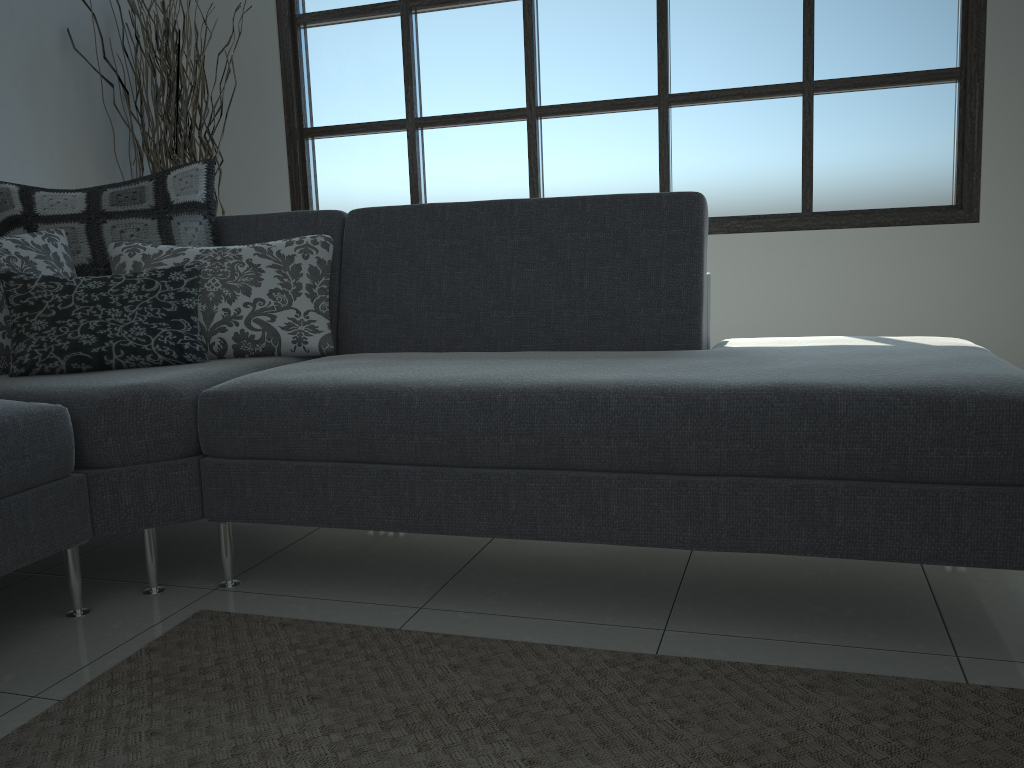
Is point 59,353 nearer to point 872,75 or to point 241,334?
point 241,334

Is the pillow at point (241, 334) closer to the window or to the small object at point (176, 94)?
the small object at point (176, 94)

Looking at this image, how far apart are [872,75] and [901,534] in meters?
2.6 m

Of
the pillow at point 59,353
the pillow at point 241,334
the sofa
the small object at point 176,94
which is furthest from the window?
the pillow at point 59,353

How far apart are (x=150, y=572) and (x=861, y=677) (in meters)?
1.47

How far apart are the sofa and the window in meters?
1.6 m

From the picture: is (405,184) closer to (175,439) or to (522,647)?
(175,439)

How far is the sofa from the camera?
1.5m

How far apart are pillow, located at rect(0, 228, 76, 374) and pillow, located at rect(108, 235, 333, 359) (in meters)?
0.10

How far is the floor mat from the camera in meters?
1.3 m
